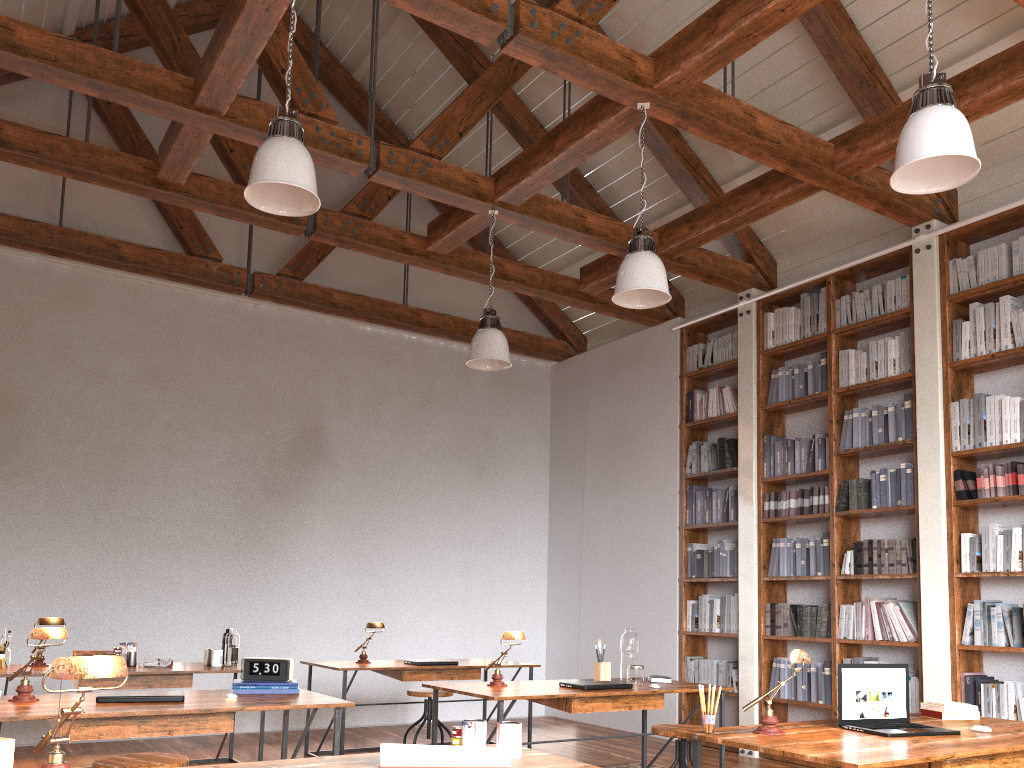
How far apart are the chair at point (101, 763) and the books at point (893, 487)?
4.58m

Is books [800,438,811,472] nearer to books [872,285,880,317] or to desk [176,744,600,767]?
books [872,285,880,317]

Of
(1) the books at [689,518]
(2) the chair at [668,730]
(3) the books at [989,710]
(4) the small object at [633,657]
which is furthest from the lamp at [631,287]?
(1) the books at [689,518]

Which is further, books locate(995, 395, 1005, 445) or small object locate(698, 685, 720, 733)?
books locate(995, 395, 1005, 445)

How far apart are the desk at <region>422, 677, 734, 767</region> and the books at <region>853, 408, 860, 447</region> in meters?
2.2 m

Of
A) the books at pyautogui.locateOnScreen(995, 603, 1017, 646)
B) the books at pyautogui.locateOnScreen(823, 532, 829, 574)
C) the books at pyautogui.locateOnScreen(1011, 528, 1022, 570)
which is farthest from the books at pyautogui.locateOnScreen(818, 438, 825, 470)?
the books at pyautogui.locateOnScreen(995, 603, 1017, 646)

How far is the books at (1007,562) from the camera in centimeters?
504cm

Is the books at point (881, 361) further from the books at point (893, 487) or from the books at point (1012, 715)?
the books at point (1012, 715)

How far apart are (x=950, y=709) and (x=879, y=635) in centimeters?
231cm

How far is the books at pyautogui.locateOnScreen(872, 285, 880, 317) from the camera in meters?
6.1 m
